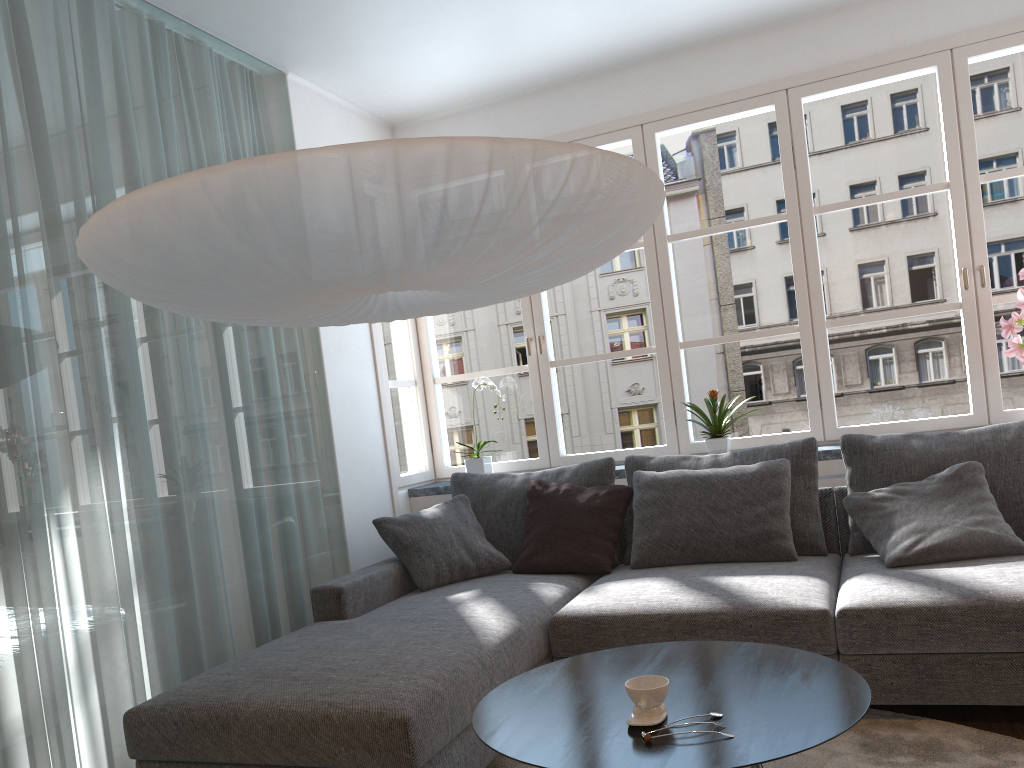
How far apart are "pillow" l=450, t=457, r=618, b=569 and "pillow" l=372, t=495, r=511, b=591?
0.04m

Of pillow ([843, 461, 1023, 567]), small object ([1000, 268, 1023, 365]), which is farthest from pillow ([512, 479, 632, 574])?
small object ([1000, 268, 1023, 365])

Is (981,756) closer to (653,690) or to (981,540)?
(981,540)

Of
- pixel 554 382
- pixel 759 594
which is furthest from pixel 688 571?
pixel 554 382

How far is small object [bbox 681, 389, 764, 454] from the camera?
4.1 meters

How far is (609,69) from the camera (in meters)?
4.51

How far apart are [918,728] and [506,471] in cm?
250

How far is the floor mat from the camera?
2.4m

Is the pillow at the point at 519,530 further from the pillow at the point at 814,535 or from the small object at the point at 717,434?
the small object at the point at 717,434

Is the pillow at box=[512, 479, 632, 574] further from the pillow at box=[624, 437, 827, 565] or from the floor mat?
the floor mat
